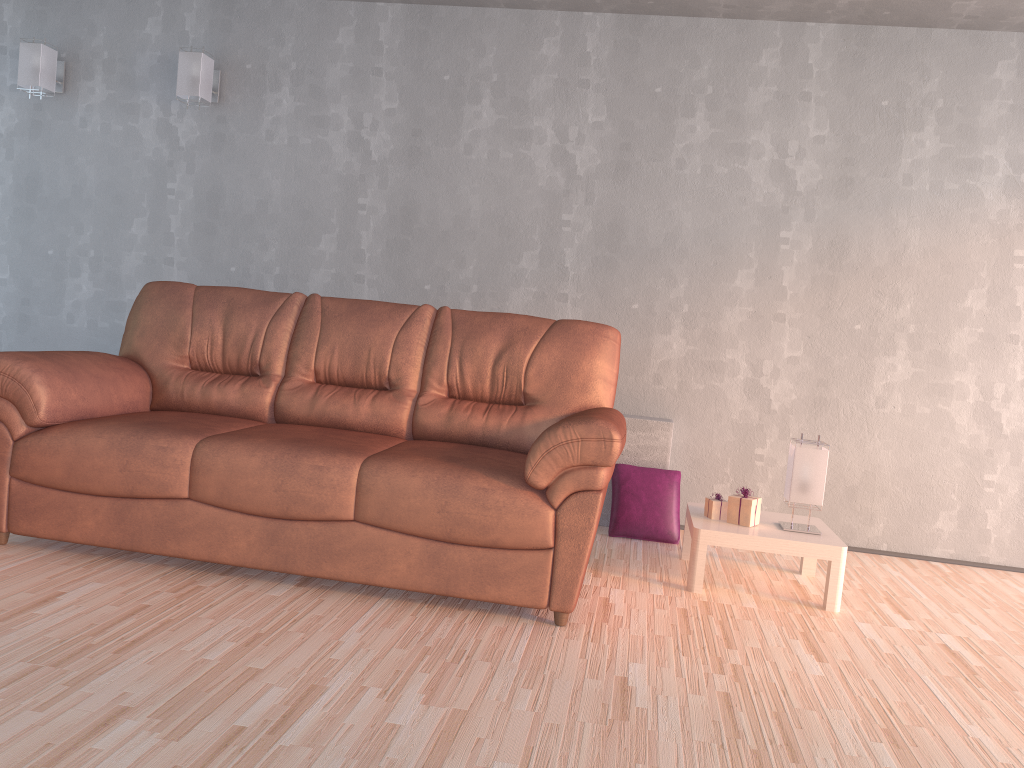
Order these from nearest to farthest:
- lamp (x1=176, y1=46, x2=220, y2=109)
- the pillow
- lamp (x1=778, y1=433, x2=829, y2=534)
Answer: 1. lamp (x1=778, y1=433, x2=829, y2=534)
2. the pillow
3. lamp (x1=176, y1=46, x2=220, y2=109)

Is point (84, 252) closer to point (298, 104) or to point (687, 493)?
point (298, 104)

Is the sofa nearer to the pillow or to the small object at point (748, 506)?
the small object at point (748, 506)

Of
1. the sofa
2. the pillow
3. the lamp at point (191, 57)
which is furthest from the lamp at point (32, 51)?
the pillow

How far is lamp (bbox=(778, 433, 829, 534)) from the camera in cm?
334

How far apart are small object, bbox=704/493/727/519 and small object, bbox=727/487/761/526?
0.1 meters

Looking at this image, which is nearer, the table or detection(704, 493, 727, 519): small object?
the table

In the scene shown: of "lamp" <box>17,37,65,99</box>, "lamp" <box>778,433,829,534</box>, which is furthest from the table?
"lamp" <box>17,37,65,99</box>

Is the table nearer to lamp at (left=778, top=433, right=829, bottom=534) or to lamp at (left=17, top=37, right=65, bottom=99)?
lamp at (left=778, top=433, right=829, bottom=534)

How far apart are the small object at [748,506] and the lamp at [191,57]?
3.24m
